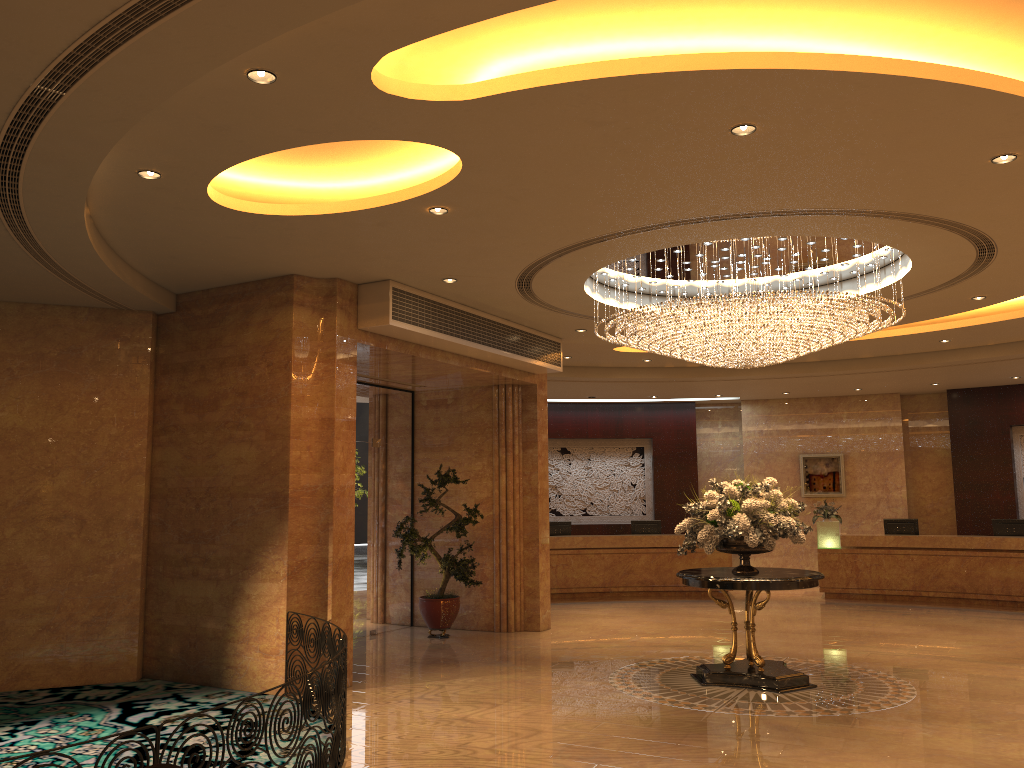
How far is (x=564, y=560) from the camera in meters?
16.8

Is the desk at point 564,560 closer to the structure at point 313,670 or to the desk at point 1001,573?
the desk at point 1001,573

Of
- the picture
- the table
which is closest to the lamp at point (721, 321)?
the table

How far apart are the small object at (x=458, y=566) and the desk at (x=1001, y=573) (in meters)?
7.69

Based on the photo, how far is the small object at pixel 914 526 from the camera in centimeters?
1640cm

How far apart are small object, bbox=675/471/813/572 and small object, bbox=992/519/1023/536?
8.2 meters

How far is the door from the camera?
12.3m

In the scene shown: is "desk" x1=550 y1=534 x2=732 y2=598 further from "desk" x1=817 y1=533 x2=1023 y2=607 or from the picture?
the picture

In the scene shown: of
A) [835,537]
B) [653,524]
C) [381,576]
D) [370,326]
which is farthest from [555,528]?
[370,326]

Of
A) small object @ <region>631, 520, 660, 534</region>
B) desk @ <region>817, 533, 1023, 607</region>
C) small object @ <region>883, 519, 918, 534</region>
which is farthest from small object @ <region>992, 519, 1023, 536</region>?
small object @ <region>631, 520, 660, 534</region>
